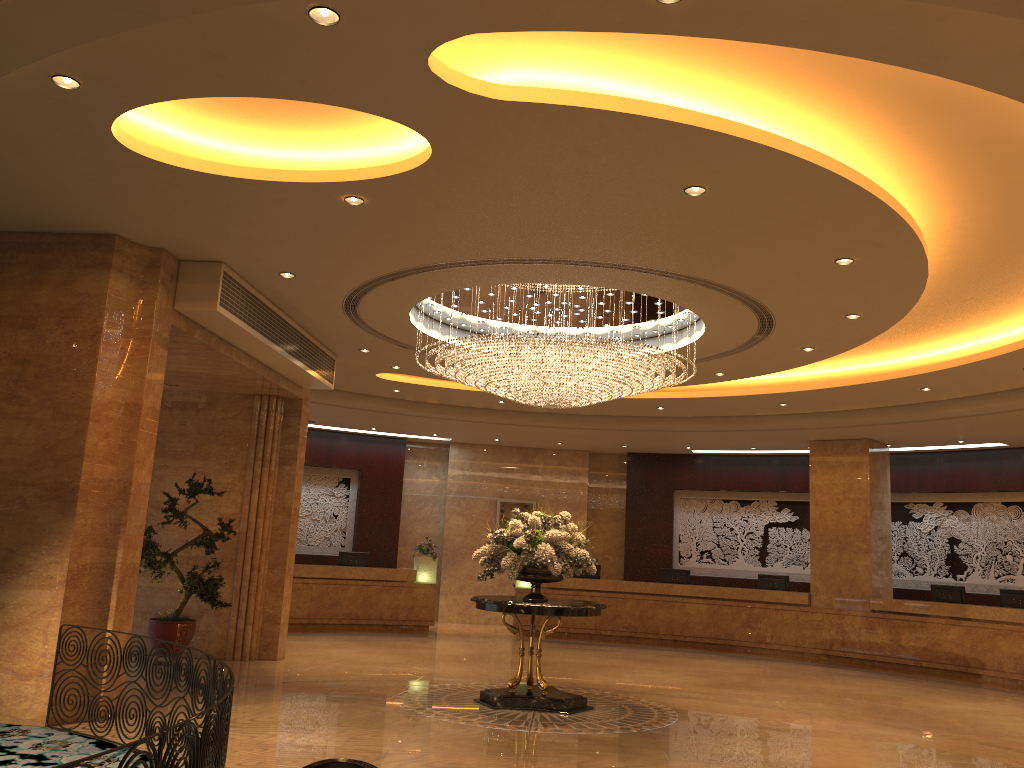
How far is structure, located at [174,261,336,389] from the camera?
8.5 meters

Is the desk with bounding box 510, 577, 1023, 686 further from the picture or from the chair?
the chair

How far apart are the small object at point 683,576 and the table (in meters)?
8.56

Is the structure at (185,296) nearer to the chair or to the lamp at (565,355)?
the lamp at (565,355)

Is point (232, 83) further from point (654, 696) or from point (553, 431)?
point (553, 431)

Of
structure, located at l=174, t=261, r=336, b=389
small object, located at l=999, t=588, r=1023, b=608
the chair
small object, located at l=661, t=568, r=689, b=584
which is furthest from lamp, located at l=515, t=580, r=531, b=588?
the chair

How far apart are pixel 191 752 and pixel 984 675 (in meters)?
13.85

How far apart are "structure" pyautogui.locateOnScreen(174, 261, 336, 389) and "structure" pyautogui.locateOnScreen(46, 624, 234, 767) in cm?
343

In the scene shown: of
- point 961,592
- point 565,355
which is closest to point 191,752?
point 565,355

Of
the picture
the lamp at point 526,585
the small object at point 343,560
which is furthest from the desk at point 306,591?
the picture
